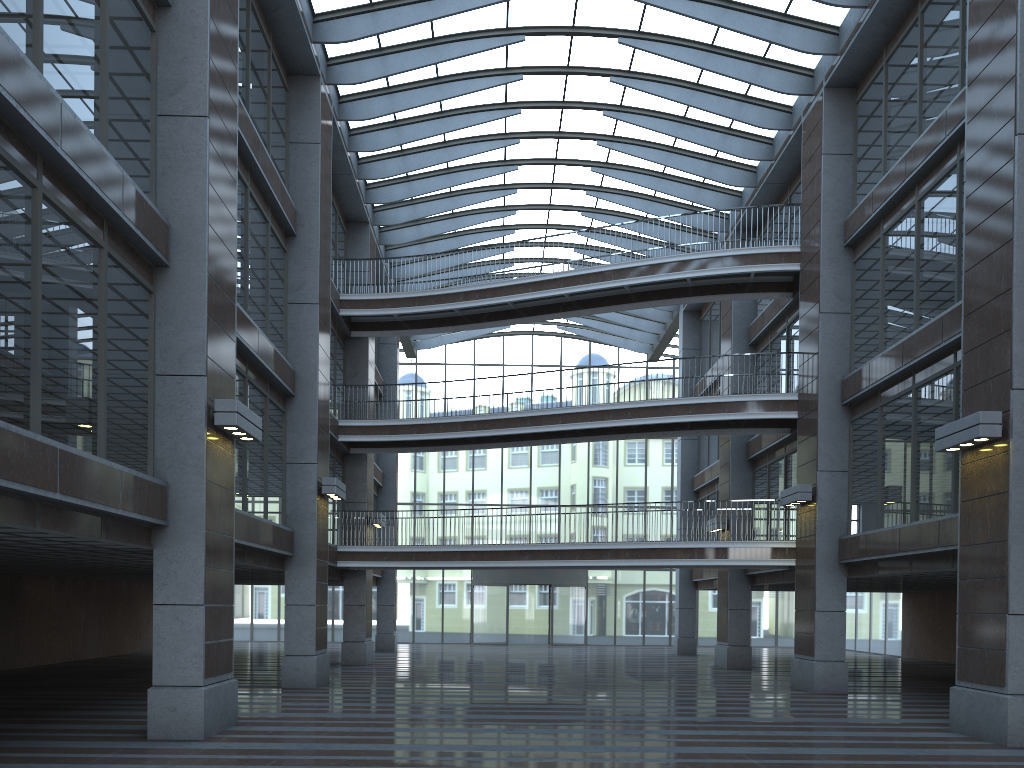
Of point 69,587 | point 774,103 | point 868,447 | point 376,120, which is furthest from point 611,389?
point 69,587
